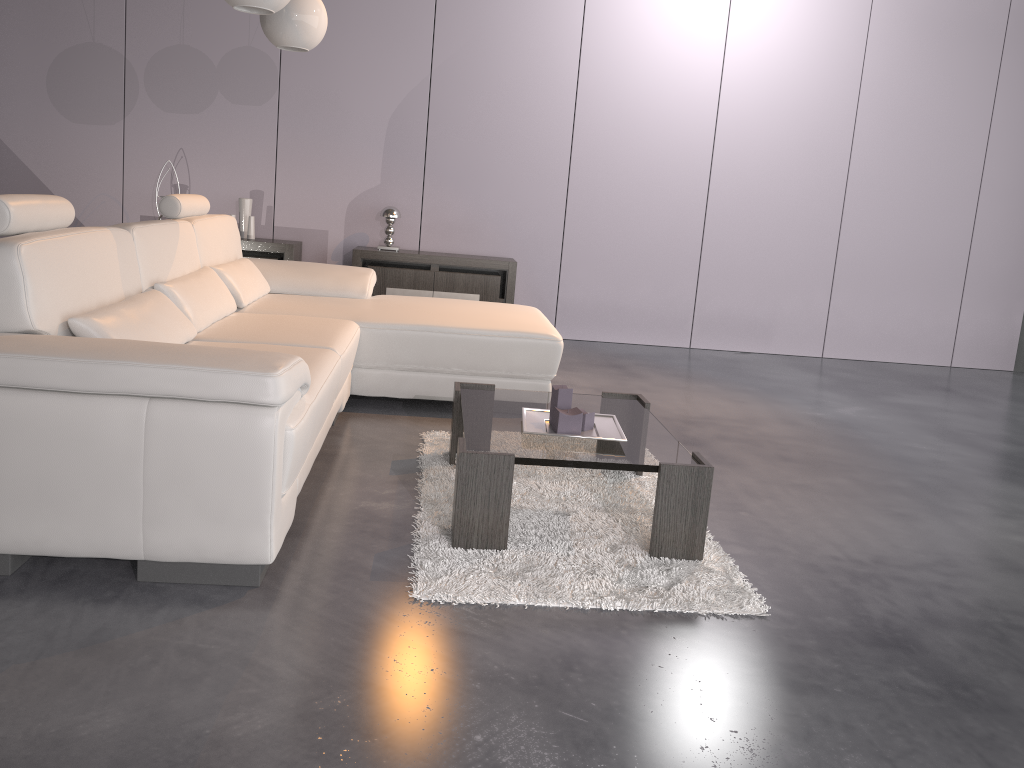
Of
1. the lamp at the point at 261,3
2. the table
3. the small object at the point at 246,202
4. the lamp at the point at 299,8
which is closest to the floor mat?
the table

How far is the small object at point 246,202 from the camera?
5.78m

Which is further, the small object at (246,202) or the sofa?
the small object at (246,202)

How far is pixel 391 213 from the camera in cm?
579

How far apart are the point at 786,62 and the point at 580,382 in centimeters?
292cm

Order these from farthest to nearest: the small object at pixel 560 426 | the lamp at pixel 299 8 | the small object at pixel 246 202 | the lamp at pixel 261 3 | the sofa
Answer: the small object at pixel 246 202
the lamp at pixel 299 8
the lamp at pixel 261 3
the small object at pixel 560 426
the sofa

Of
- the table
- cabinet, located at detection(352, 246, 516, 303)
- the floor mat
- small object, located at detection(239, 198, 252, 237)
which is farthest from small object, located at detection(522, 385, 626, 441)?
small object, located at detection(239, 198, 252, 237)

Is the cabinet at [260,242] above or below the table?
above

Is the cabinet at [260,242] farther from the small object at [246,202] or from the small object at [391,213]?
the small object at [391,213]

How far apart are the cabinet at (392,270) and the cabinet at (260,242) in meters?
0.4 m
